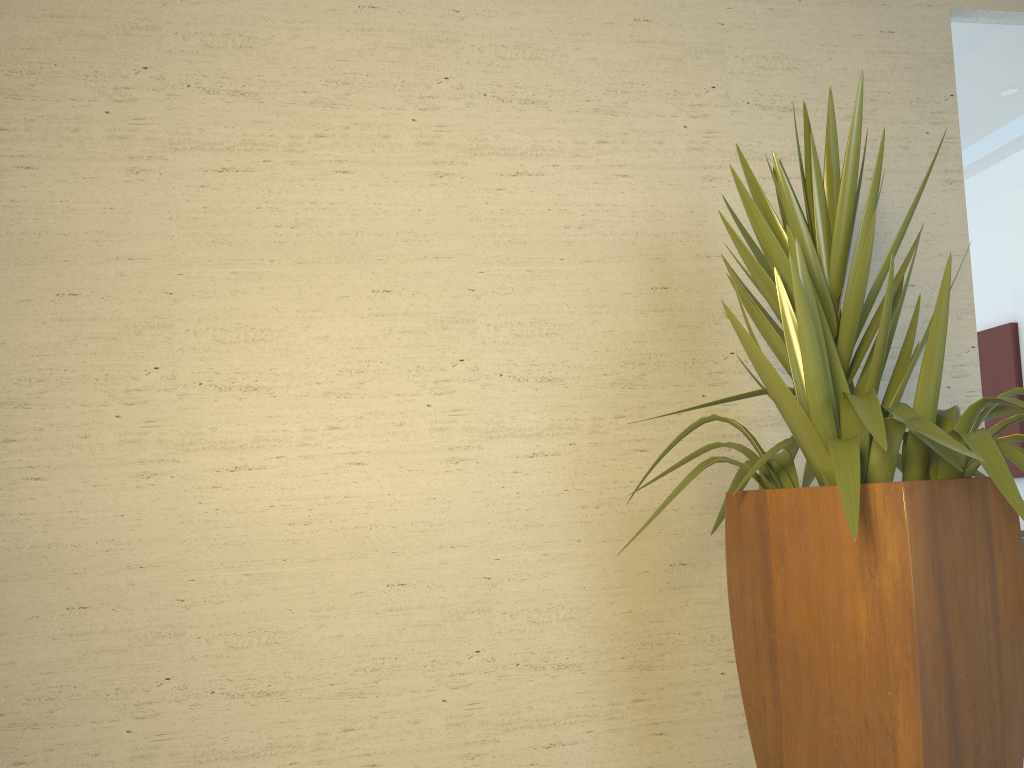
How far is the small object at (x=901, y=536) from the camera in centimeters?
177cm

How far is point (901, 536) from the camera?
1.8 meters

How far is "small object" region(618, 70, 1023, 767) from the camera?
1.8m
